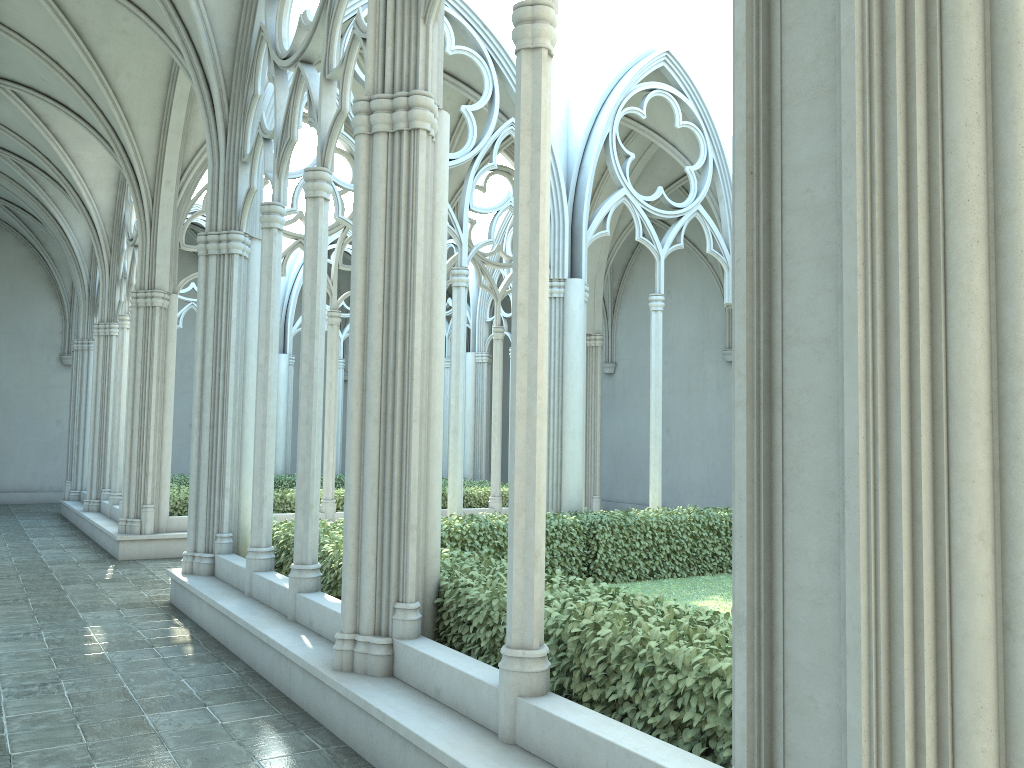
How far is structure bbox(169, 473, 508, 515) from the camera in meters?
14.3

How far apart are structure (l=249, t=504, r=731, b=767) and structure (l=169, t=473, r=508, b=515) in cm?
526

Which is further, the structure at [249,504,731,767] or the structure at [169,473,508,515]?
the structure at [169,473,508,515]

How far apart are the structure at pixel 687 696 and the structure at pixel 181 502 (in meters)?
5.26

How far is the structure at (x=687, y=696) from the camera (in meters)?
3.89

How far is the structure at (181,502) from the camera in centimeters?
1429cm

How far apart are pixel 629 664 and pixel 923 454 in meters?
2.2 m

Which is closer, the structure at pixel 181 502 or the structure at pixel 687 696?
the structure at pixel 687 696

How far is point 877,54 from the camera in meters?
2.5
